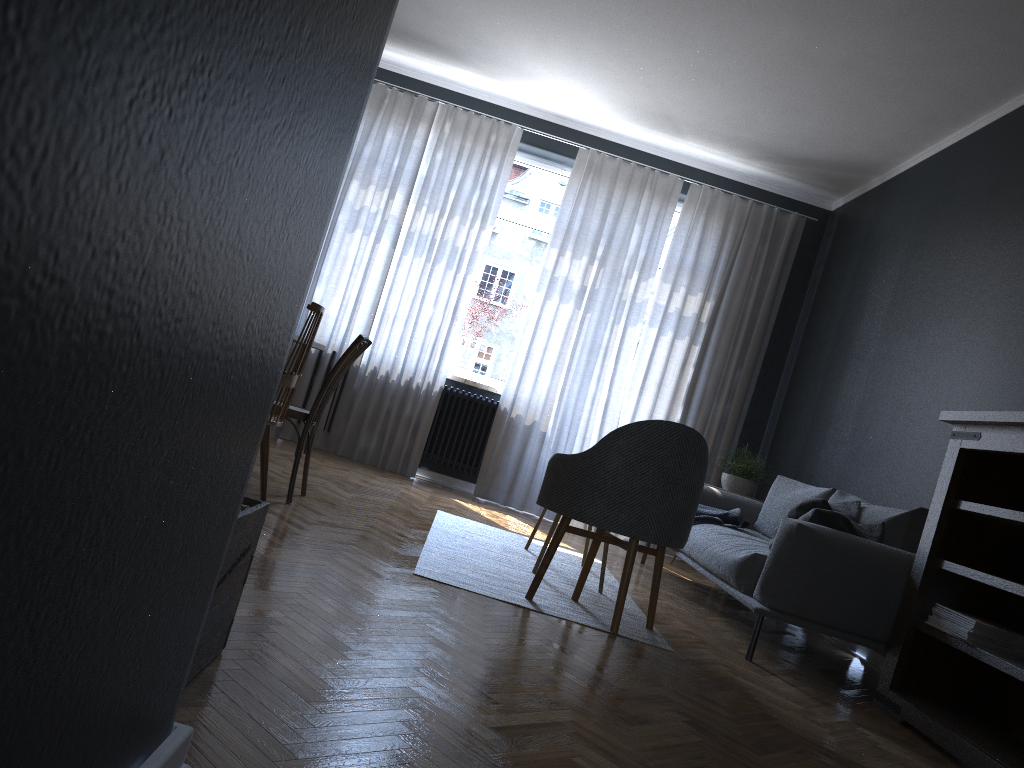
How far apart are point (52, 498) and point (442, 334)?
6.0 meters

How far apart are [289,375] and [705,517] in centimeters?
259cm

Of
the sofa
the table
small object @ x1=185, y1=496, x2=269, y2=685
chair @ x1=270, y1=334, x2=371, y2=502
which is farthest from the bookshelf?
the table

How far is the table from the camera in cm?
429

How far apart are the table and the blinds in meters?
2.2 m

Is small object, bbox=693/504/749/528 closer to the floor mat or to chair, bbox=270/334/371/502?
the floor mat

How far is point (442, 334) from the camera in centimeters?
667cm

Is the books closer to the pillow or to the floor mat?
the pillow

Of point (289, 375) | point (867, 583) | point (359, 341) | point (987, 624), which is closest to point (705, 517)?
point (867, 583)

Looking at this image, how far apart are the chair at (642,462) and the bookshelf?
0.9m
